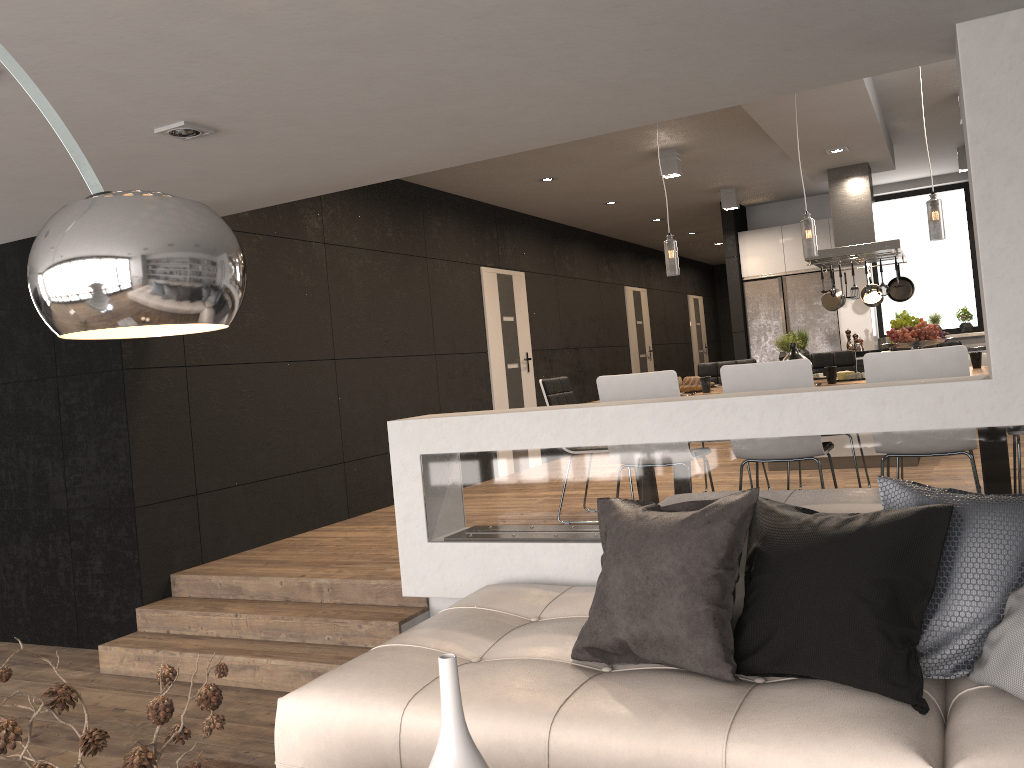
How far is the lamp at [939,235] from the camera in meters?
4.8

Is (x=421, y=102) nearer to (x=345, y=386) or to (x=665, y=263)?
(x=345, y=386)

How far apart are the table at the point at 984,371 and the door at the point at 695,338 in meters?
10.6 m

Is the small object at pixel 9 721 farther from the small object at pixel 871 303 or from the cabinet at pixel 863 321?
the cabinet at pixel 863 321

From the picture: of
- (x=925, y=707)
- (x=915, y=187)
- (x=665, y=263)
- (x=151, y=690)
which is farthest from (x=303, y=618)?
(x=665, y=263)

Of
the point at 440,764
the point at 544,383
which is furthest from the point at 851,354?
the point at 440,764

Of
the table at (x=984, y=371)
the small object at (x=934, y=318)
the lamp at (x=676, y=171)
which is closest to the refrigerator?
the small object at (x=934, y=318)

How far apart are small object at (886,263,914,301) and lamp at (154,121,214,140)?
6.7m

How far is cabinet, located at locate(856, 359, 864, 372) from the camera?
7.3 meters

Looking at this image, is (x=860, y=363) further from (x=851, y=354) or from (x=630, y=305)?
(x=630, y=305)
